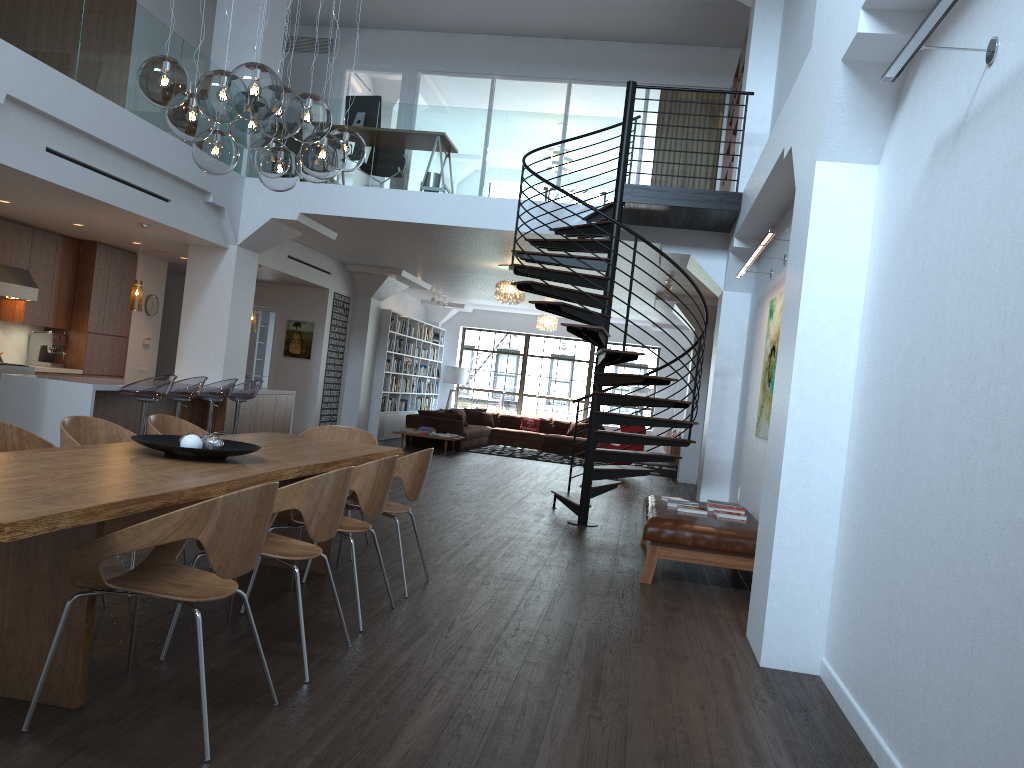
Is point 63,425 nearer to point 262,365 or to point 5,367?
point 5,367

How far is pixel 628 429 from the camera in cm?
1472

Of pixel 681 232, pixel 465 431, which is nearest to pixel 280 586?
pixel 681 232

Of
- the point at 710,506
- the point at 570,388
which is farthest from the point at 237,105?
the point at 570,388

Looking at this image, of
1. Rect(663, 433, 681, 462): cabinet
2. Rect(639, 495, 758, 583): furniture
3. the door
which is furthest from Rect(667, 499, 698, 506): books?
the door

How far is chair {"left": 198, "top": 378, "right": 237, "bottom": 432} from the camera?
9.1 meters

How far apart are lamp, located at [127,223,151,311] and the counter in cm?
80

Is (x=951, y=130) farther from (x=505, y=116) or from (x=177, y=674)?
(x=505, y=116)

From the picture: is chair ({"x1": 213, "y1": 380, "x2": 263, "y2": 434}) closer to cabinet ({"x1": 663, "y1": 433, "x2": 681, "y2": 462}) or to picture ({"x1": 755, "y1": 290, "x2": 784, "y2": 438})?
picture ({"x1": 755, "y1": 290, "x2": 784, "y2": 438})

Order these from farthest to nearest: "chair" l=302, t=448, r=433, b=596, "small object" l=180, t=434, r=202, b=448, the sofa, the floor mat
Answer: the floor mat
the sofa
"chair" l=302, t=448, r=433, b=596
"small object" l=180, t=434, r=202, b=448
